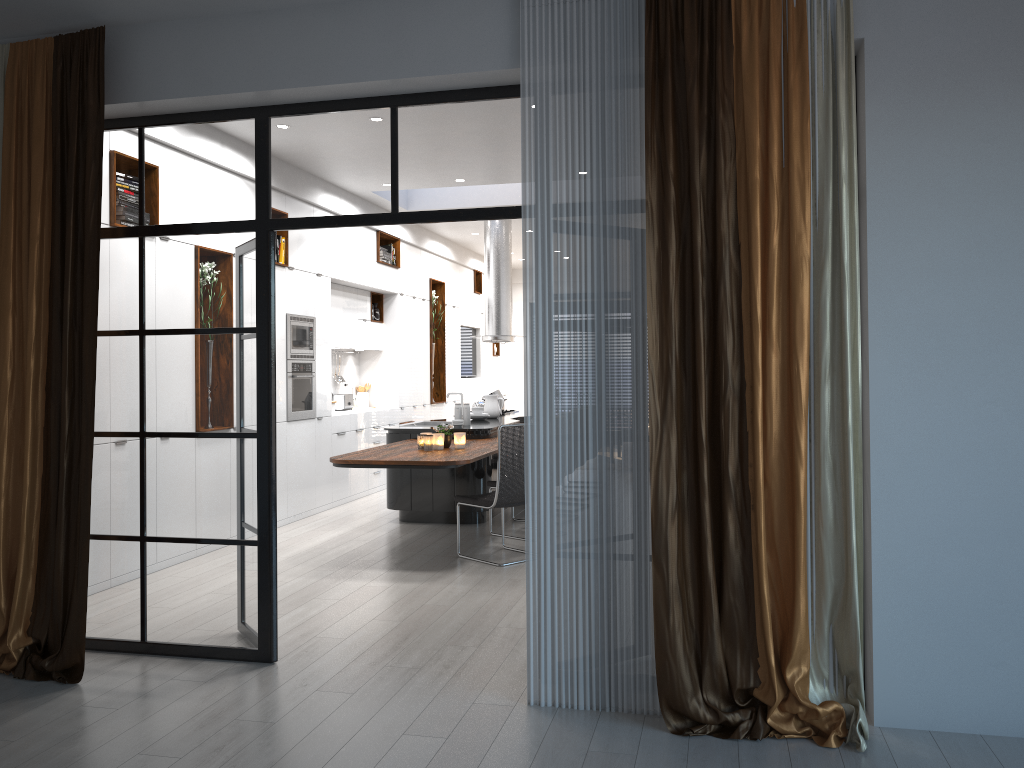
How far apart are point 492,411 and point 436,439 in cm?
283

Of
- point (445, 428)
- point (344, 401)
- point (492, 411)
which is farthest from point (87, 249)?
point (344, 401)

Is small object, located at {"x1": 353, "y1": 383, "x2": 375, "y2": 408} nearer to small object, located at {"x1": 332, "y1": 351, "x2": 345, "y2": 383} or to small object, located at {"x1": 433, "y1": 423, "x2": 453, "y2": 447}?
small object, located at {"x1": 332, "y1": 351, "x2": 345, "y2": 383}

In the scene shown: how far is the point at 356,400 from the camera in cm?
1102

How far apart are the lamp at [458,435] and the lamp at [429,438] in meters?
0.3 m

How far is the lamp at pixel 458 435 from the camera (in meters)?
6.98

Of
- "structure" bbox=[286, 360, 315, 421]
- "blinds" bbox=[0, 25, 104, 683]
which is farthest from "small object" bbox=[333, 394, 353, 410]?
"blinds" bbox=[0, 25, 104, 683]

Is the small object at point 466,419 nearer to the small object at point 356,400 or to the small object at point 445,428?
the small object at point 445,428

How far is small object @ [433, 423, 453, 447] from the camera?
7.02m

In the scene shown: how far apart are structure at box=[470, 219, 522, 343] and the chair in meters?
3.9 m
